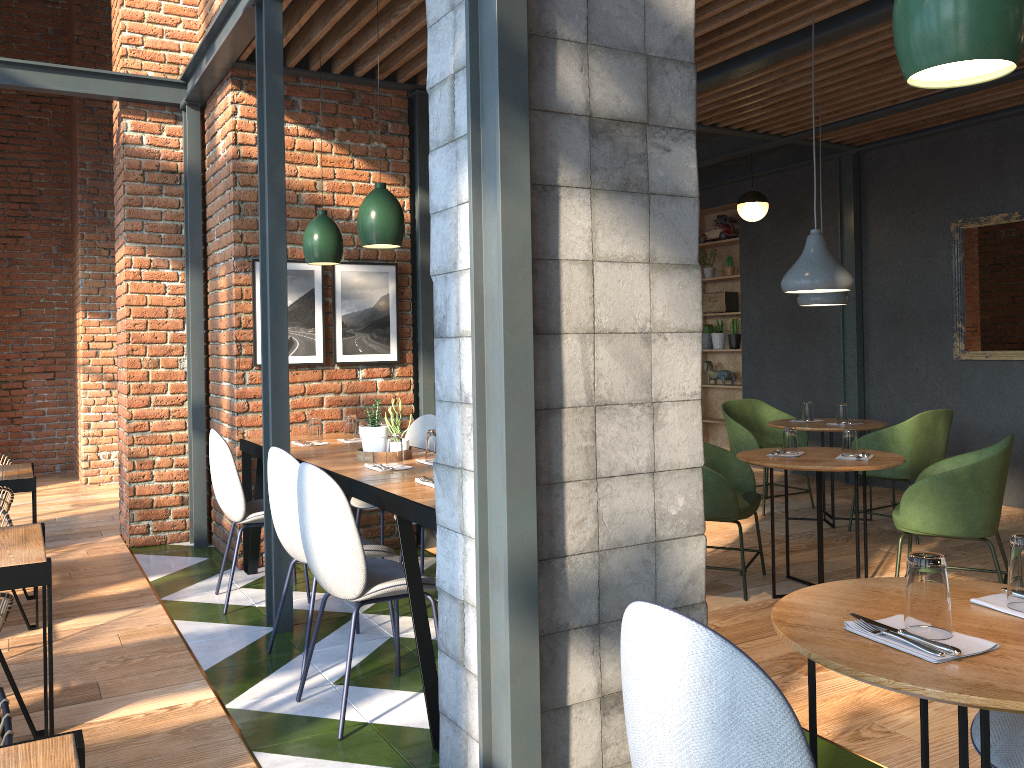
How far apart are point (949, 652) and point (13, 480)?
4.0 meters

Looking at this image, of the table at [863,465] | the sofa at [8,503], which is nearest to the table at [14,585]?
the sofa at [8,503]

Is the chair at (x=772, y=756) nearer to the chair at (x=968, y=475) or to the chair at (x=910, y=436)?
the chair at (x=968, y=475)

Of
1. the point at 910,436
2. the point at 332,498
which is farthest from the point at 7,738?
the point at 910,436

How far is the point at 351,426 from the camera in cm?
486

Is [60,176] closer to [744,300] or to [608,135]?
[744,300]

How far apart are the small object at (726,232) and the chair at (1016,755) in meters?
7.7

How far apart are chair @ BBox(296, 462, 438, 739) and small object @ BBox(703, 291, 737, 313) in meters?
6.7 m

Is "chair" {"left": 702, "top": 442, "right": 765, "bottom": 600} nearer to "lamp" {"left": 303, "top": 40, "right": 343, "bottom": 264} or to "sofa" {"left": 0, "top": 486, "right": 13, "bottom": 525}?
"lamp" {"left": 303, "top": 40, "right": 343, "bottom": 264}

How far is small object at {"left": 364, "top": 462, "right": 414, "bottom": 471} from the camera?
3.7 meters
